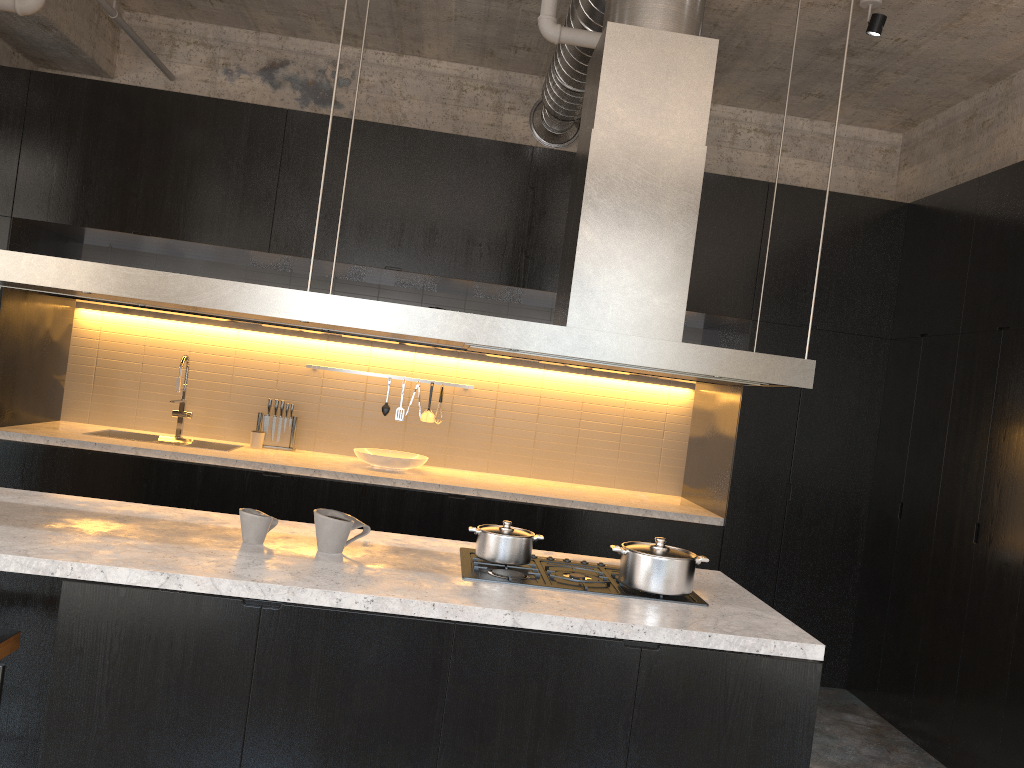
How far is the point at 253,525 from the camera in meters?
2.9 m

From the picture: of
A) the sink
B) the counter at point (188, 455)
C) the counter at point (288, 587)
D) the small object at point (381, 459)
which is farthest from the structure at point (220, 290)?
the sink

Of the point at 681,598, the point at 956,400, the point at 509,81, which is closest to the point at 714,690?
the point at 681,598

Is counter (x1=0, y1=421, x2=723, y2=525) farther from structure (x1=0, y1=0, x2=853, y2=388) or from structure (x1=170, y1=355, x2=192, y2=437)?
structure (x1=0, y1=0, x2=853, y2=388)

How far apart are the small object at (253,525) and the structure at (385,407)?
3.1m

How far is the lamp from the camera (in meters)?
4.38

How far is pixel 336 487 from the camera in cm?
521

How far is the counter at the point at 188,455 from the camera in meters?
5.2

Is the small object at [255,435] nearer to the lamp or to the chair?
the chair

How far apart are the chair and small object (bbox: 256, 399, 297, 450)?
3.5m
